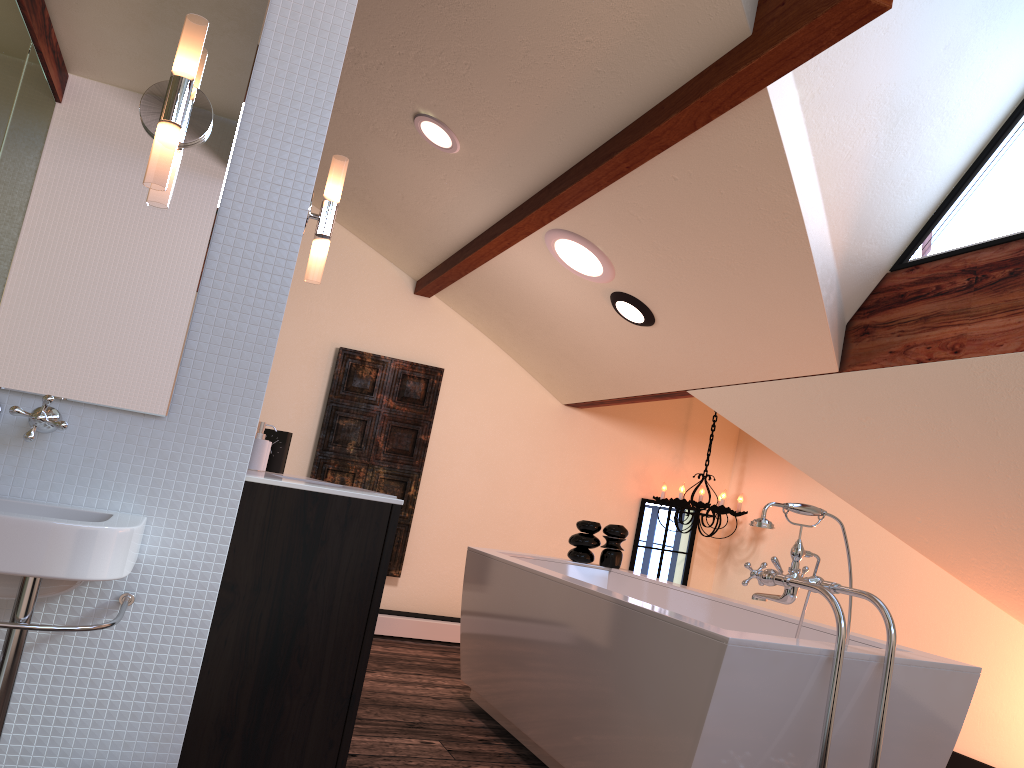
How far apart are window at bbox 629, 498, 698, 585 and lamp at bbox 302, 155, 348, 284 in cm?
400

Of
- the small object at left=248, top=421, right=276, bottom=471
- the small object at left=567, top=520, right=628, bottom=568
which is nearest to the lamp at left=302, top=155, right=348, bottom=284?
the small object at left=248, top=421, right=276, bottom=471

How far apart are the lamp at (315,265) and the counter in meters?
0.5

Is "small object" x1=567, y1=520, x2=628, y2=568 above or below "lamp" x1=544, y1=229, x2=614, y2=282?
below

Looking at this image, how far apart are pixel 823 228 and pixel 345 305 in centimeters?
312cm

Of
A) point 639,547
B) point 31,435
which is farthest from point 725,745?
point 639,547

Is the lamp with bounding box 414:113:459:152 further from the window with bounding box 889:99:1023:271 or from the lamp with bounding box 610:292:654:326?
the window with bounding box 889:99:1023:271

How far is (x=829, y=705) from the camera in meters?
2.1 m

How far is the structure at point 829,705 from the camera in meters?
2.1

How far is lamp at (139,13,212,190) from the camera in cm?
163
